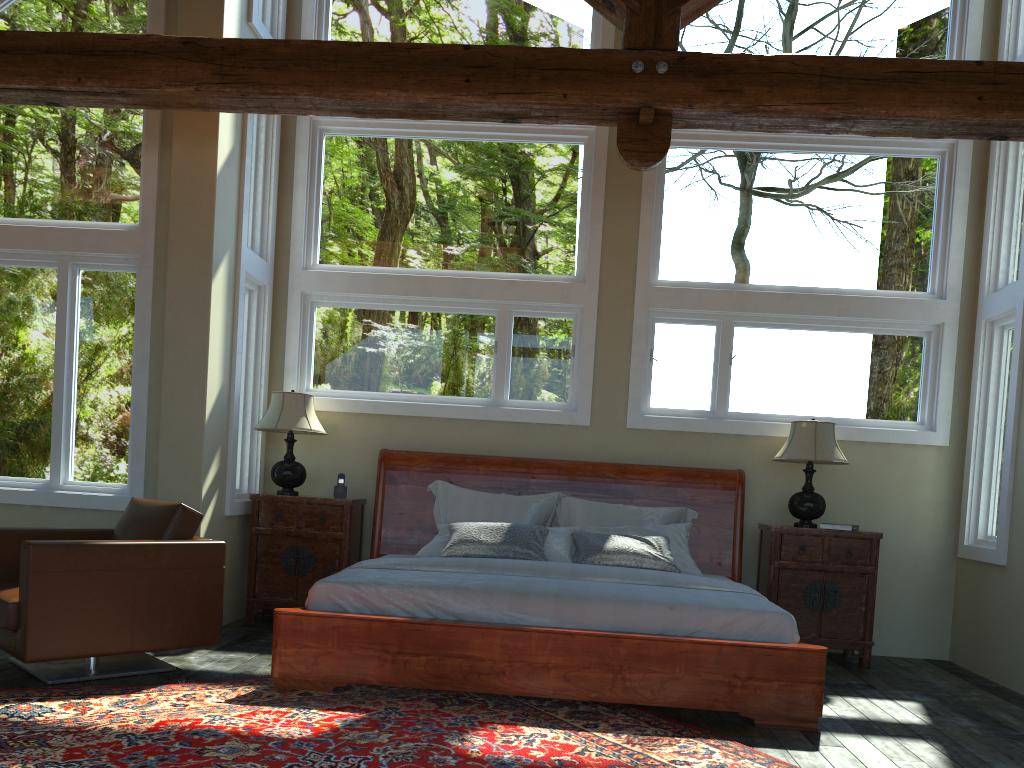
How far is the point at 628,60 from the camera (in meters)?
4.48

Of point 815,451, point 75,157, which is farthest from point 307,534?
point 815,451

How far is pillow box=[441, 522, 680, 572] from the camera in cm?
550

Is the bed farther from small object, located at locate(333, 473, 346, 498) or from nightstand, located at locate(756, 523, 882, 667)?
small object, located at locate(333, 473, 346, 498)

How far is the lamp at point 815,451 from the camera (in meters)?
5.92

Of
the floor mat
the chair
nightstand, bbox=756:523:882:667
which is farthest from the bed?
the chair

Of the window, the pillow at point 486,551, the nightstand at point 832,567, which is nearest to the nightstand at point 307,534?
the window

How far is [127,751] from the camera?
3.32m

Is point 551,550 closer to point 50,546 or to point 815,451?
point 815,451

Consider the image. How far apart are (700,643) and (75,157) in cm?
515
